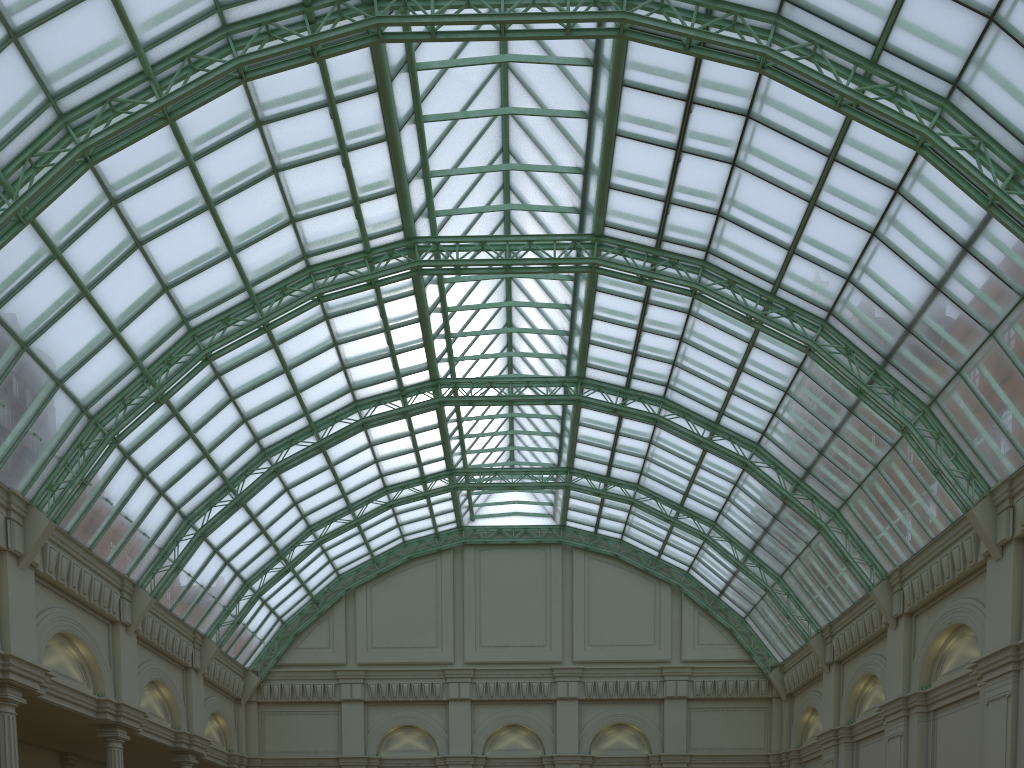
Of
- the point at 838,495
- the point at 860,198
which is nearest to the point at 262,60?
the point at 860,198
